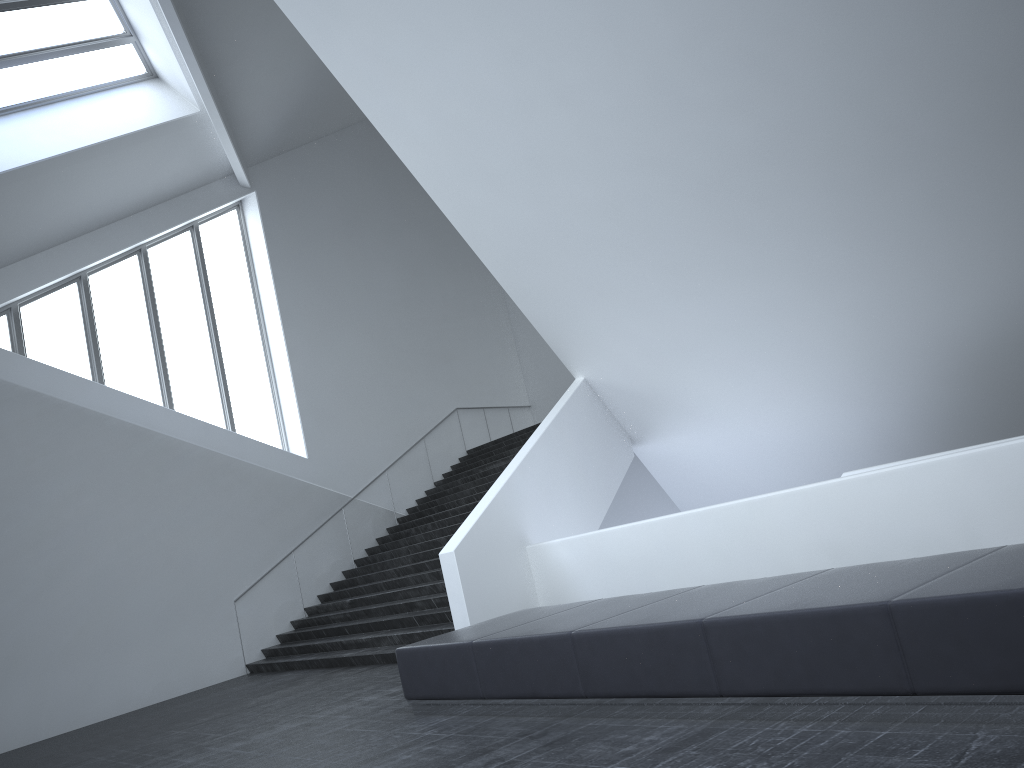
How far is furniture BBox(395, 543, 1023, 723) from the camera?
3.96m

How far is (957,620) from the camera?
3.96m

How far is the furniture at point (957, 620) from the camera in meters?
4.0
